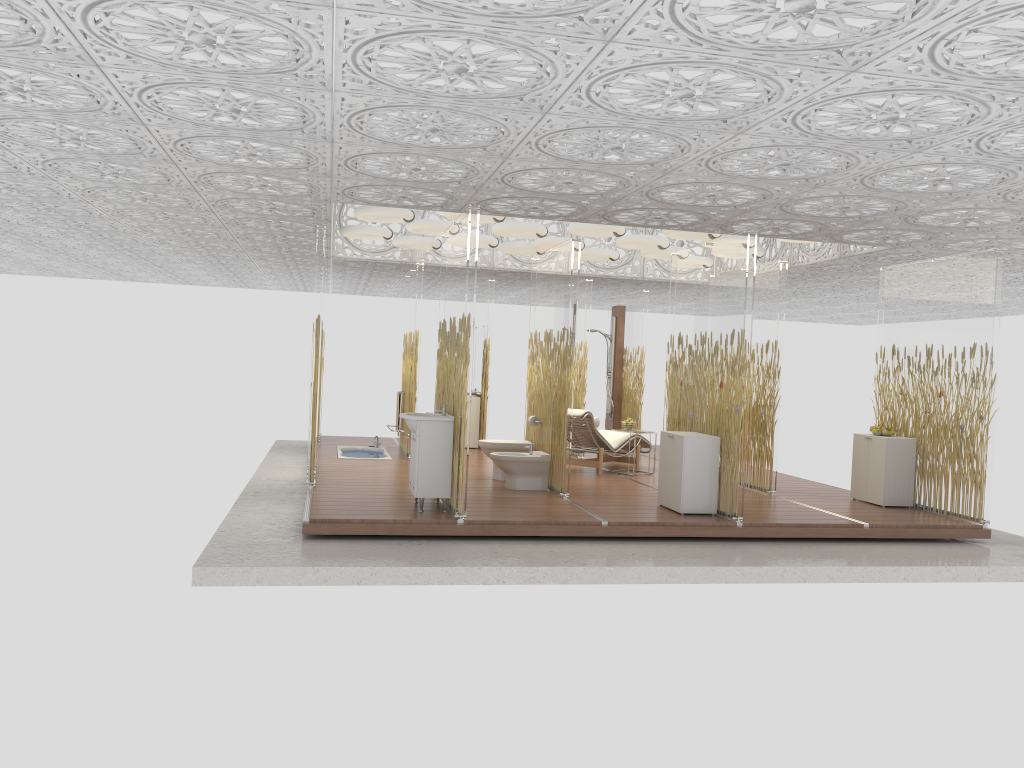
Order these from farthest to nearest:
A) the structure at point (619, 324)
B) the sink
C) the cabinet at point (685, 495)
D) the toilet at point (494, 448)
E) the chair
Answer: the structure at point (619, 324), the chair, the toilet at point (494, 448), the cabinet at point (685, 495), the sink

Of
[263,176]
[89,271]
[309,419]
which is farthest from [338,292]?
[263,176]

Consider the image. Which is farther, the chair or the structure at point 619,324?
the structure at point 619,324

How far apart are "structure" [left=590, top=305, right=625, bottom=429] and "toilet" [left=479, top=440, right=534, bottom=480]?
4.97m

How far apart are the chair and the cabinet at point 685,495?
2.14m

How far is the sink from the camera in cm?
761

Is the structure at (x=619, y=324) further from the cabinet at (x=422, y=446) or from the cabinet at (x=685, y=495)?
the cabinet at (x=422, y=446)

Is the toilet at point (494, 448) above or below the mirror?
below

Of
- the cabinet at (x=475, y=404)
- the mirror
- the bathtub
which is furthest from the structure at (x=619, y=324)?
the bathtub

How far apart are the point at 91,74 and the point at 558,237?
7.9 meters
